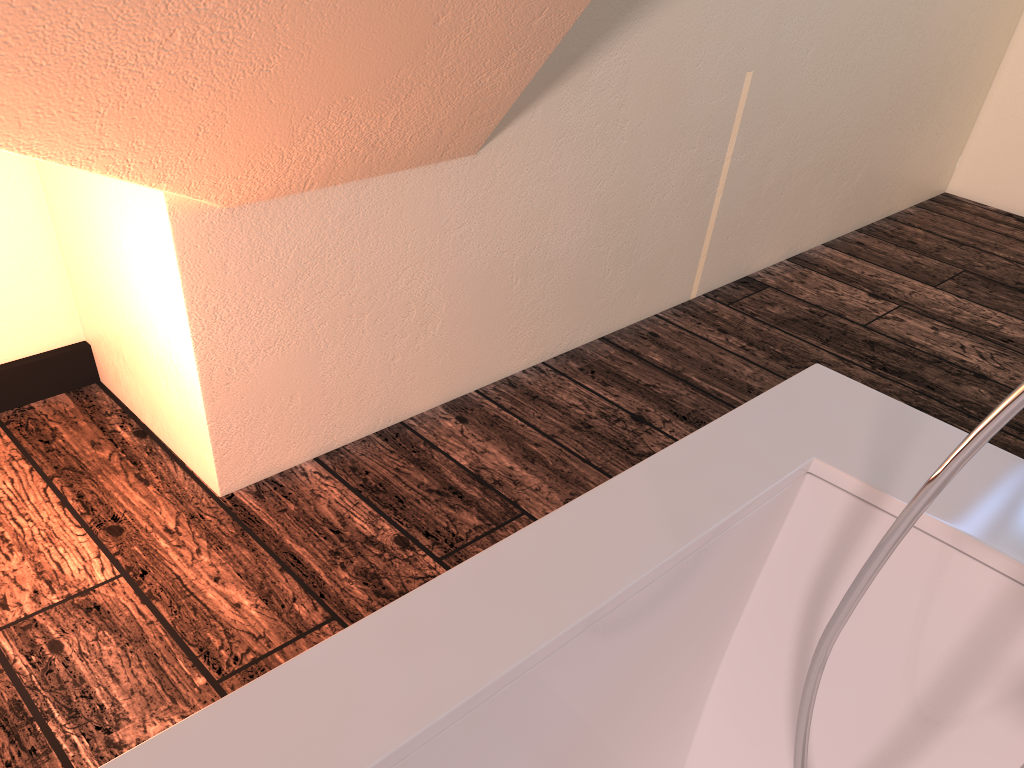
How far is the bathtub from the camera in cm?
51

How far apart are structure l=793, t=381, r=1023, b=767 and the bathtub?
0.1m

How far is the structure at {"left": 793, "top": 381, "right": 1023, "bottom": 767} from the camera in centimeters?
45cm
